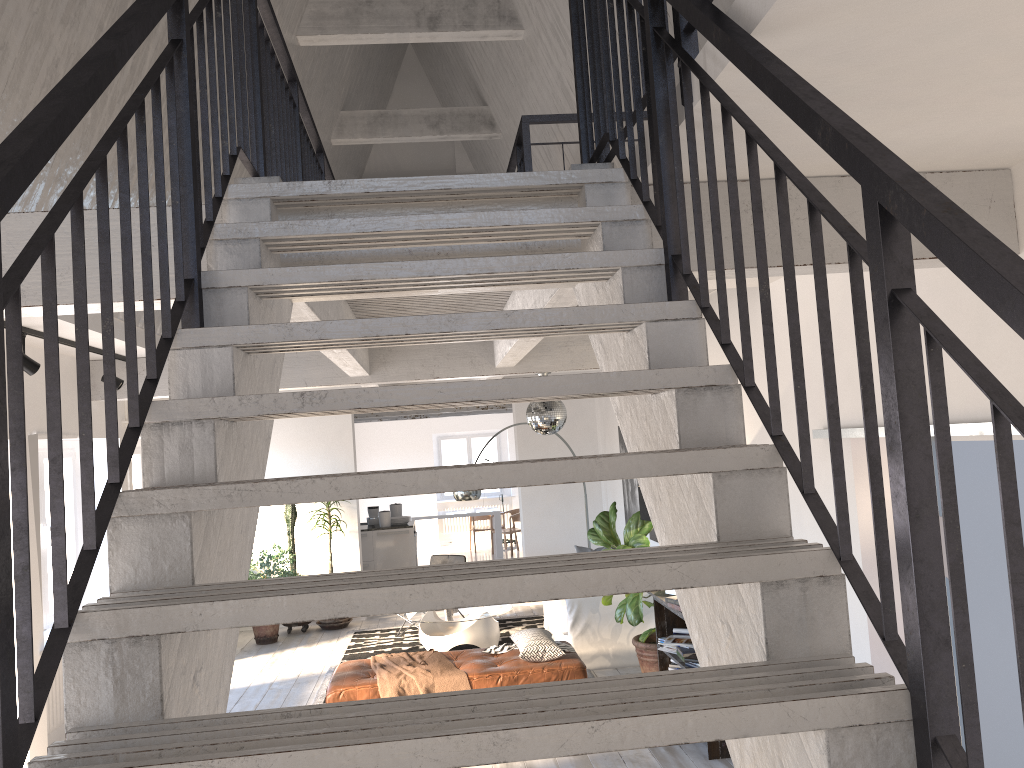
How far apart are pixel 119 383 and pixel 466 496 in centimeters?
422cm

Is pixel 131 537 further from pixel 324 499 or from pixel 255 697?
pixel 255 697

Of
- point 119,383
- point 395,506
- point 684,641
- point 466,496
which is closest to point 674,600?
point 684,641

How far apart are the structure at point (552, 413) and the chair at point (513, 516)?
9.3m

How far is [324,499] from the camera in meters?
1.7

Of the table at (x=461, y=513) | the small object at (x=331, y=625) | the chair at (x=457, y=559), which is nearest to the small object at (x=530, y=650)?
the chair at (x=457, y=559)

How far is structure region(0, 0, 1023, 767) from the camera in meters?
1.3

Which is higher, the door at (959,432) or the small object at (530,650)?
the door at (959,432)

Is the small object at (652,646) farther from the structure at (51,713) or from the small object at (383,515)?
the small object at (383,515)

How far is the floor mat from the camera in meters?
9.2 m
